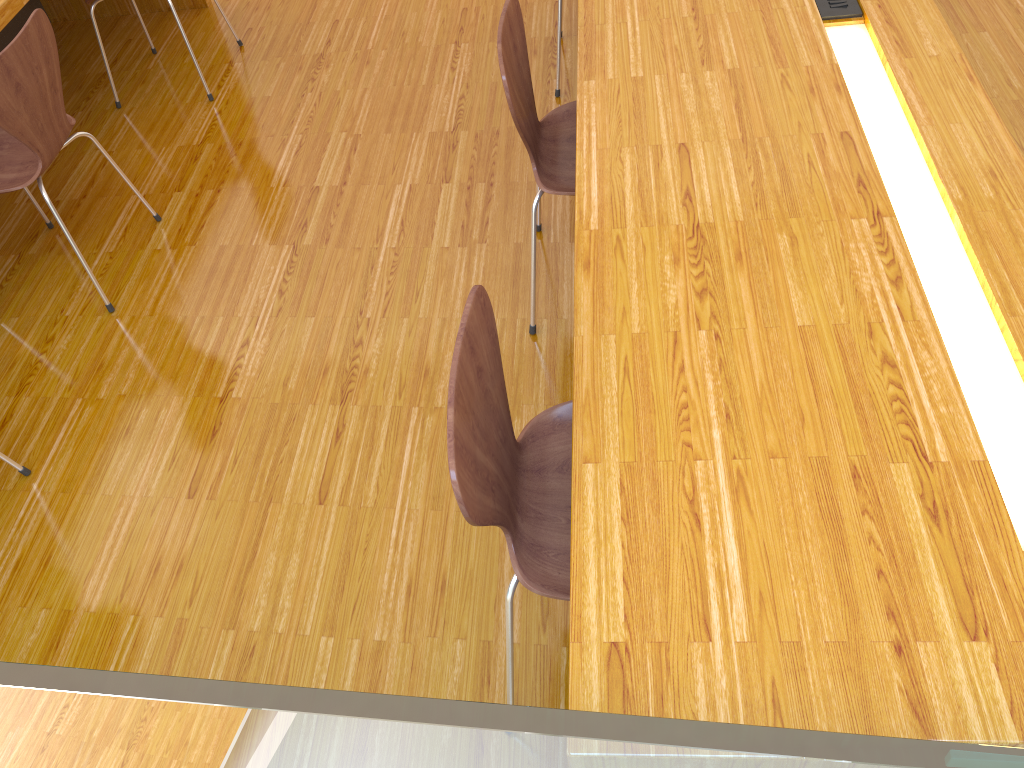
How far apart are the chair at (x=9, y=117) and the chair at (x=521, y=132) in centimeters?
118cm

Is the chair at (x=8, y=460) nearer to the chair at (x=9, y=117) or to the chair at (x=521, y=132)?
the chair at (x=9, y=117)

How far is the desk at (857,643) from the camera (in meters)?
0.97

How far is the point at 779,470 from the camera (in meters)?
1.14

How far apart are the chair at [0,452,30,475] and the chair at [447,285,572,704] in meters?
1.3

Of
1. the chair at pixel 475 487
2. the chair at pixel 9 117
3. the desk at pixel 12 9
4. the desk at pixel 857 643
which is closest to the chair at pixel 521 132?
the desk at pixel 857 643

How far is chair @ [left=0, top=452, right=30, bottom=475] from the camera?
2.0m

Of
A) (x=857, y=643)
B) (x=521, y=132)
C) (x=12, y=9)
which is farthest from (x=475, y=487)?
(x=12, y=9)

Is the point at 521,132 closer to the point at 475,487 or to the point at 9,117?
the point at 475,487

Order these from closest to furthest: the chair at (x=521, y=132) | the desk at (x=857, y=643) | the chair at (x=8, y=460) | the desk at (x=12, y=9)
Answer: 1. the desk at (x=857, y=643)
2. the chair at (x=521, y=132)
3. the chair at (x=8, y=460)
4. the desk at (x=12, y=9)
